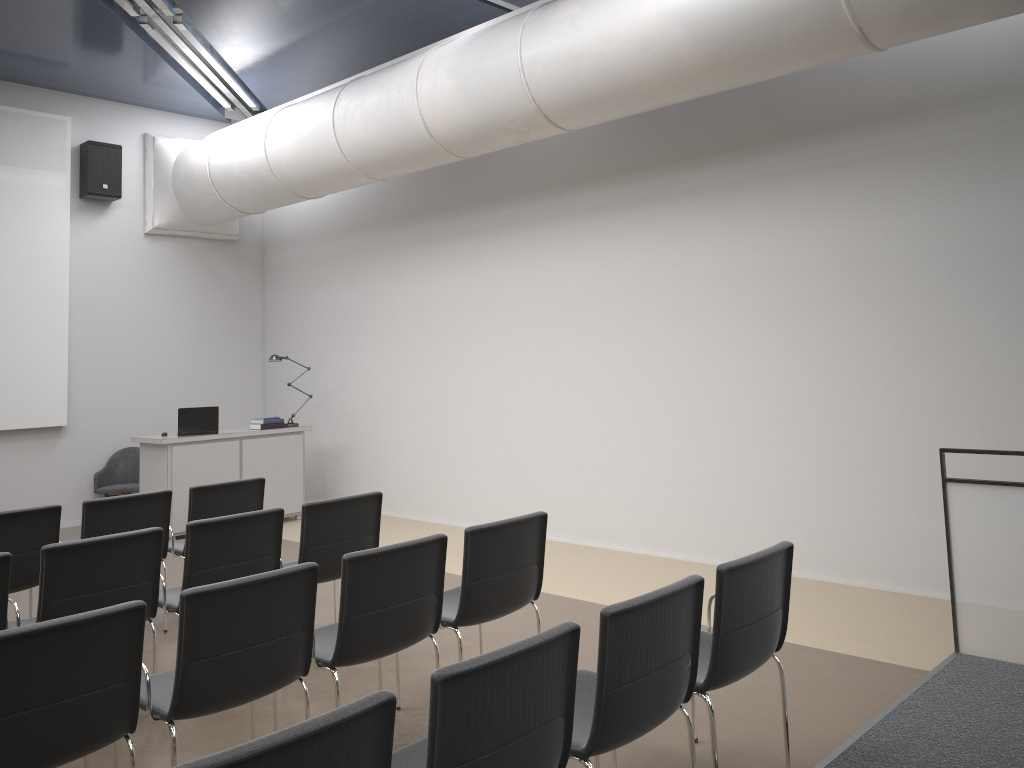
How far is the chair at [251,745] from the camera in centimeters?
182cm

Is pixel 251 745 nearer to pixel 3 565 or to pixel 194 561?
pixel 3 565

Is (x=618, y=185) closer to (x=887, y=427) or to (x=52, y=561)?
(x=887, y=427)

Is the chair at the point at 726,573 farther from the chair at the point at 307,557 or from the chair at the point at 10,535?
the chair at the point at 10,535

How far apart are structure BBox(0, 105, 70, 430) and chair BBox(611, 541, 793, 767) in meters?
8.2

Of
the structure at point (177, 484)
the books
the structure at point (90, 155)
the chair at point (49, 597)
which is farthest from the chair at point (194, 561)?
the structure at point (90, 155)

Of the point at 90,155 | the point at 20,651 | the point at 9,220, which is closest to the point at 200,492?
the point at 20,651

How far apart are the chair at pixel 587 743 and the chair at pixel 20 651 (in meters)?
1.49

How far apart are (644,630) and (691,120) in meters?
5.2 m

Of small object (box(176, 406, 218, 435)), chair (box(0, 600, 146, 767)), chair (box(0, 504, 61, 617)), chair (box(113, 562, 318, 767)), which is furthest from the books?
chair (box(0, 600, 146, 767))
